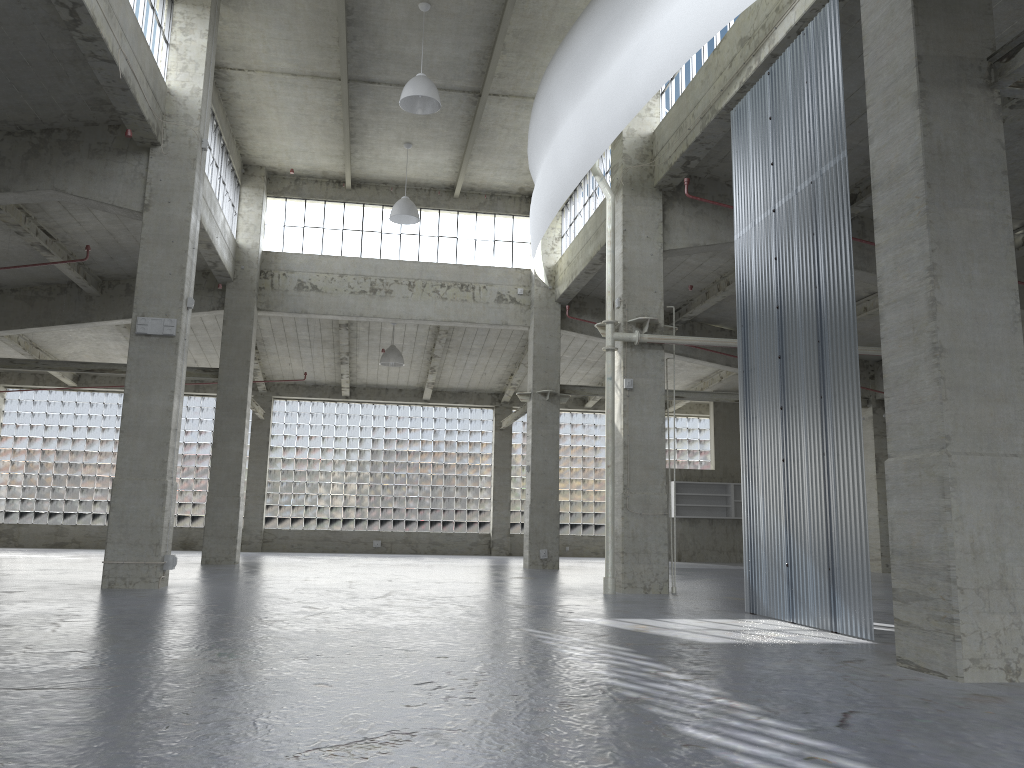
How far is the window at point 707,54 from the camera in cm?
2102

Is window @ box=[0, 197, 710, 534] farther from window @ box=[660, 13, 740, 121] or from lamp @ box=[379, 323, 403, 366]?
window @ box=[660, 13, 740, 121]

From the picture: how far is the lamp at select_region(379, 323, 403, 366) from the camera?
39.19m

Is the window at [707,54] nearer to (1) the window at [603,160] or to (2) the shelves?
(1) the window at [603,160]

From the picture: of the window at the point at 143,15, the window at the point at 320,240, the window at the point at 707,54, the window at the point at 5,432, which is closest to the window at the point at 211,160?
the window at the point at 320,240

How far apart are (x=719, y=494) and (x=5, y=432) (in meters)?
37.17

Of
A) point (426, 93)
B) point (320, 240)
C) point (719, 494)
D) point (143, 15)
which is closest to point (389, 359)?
point (320, 240)

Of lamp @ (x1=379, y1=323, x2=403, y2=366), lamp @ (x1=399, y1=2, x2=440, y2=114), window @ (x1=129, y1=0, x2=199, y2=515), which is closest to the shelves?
lamp @ (x1=379, y1=323, x2=403, y2=366)

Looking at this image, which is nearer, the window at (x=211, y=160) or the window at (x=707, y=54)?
the window at (x=707, y=54)

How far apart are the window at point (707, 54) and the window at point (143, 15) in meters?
12.8
